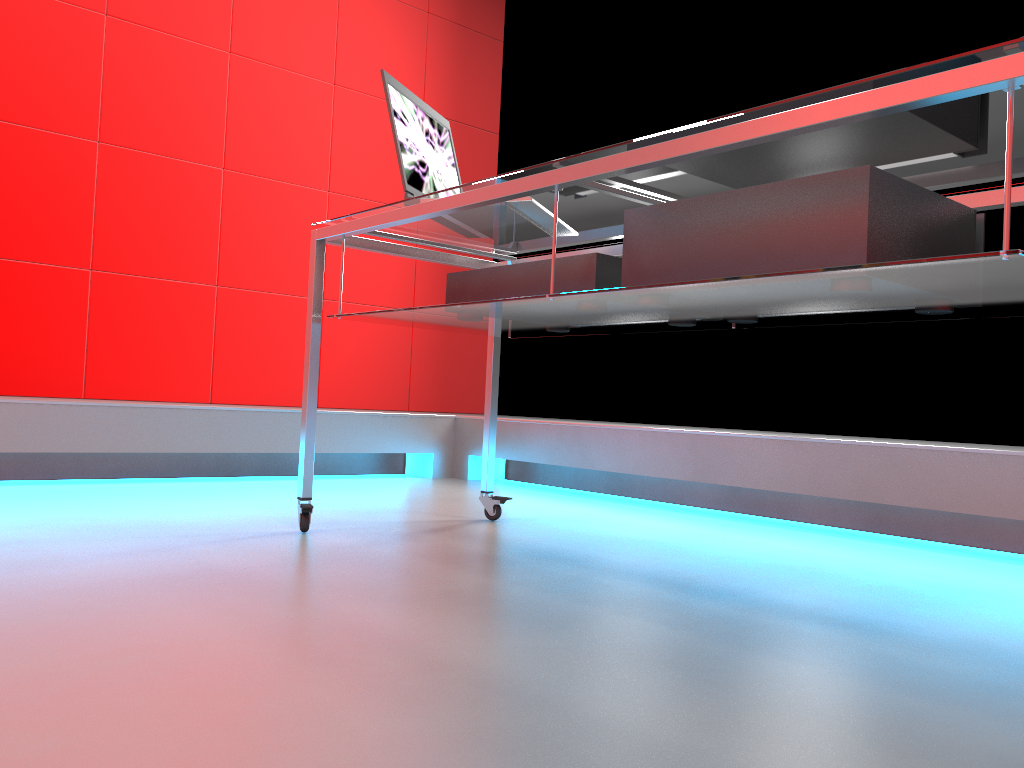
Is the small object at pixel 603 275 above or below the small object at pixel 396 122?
below

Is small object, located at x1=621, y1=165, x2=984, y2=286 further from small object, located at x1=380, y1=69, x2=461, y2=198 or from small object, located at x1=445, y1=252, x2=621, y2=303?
small object, located at x1=380, y1=69, x2=461, y2=198

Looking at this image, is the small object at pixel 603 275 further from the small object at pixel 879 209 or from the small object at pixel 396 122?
the small object at pixel 396 122

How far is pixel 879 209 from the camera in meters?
1.2

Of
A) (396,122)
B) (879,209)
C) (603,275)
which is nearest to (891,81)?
(879,209)

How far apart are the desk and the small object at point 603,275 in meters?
0.0 m

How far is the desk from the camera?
1.00m

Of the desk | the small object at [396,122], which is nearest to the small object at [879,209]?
the desk

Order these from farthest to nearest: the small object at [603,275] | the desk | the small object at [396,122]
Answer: the small object at [396,122], the small object at [603,275], the desk

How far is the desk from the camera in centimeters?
100cm
